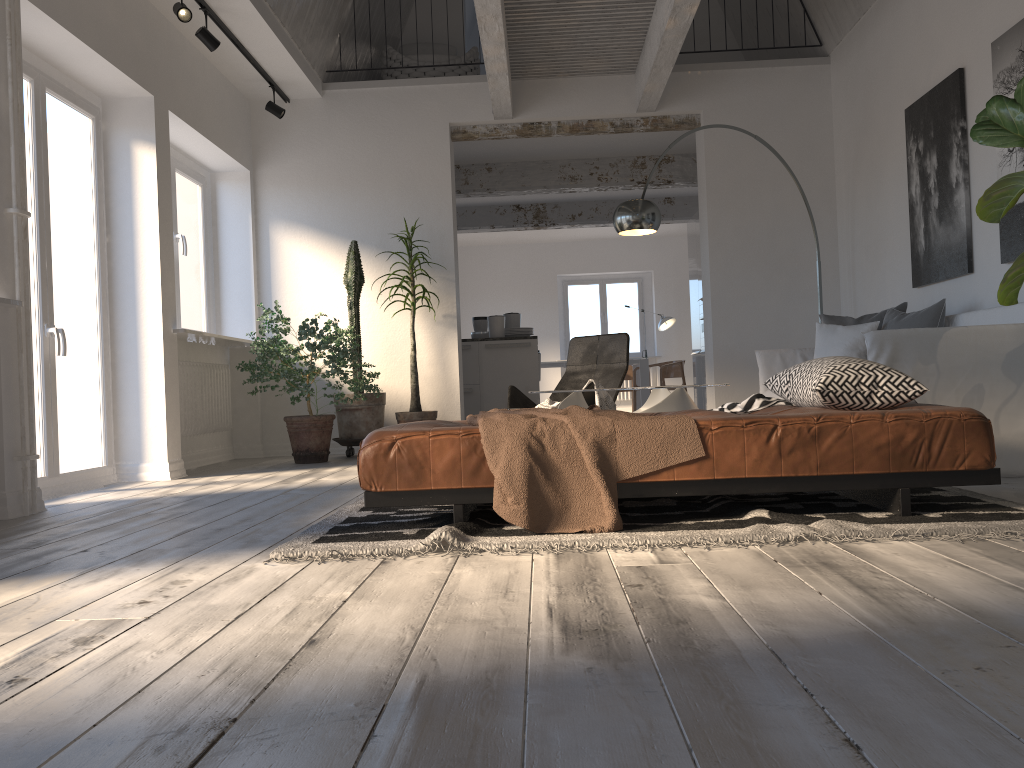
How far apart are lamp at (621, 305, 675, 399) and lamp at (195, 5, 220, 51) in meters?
9.1 m

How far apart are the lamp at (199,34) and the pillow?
4.3 meters

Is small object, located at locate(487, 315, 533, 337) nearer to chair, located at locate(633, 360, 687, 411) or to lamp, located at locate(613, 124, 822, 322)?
lamp, located at locate(613, 124, 822, 322)

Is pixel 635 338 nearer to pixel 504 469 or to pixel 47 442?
pixel 47 442

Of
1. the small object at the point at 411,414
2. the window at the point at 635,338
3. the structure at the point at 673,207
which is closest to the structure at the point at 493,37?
the small object at the point at 411,414

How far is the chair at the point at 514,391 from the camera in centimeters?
611cm

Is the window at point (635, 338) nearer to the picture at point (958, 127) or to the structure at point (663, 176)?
the structure at point (663, 176)

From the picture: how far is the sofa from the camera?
3.85m

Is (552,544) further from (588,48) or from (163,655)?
(588,48)

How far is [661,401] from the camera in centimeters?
459cm
